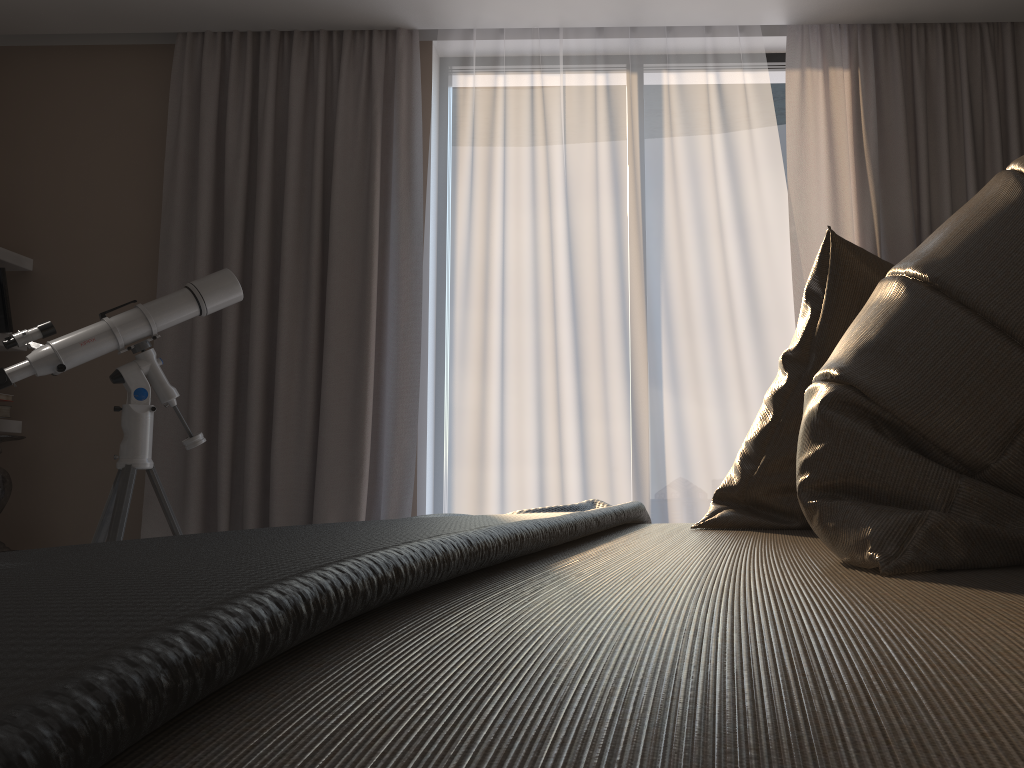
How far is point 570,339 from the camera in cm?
348

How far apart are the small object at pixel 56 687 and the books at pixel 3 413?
2.7 meters

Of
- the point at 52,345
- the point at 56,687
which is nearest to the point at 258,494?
the point at 52,345

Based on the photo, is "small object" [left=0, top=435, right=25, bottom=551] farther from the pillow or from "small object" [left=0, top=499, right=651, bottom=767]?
the pillow

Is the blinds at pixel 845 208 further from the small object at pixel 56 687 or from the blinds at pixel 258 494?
the small object at pixel 56 687

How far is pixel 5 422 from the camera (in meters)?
3.55

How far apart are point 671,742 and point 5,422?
3.89m

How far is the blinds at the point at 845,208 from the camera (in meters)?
3.31

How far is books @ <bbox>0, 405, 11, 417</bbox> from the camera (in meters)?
3.43

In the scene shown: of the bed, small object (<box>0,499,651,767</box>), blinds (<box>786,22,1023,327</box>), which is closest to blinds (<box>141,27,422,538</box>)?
blinds (<box>786,22,1023,327</box>)
